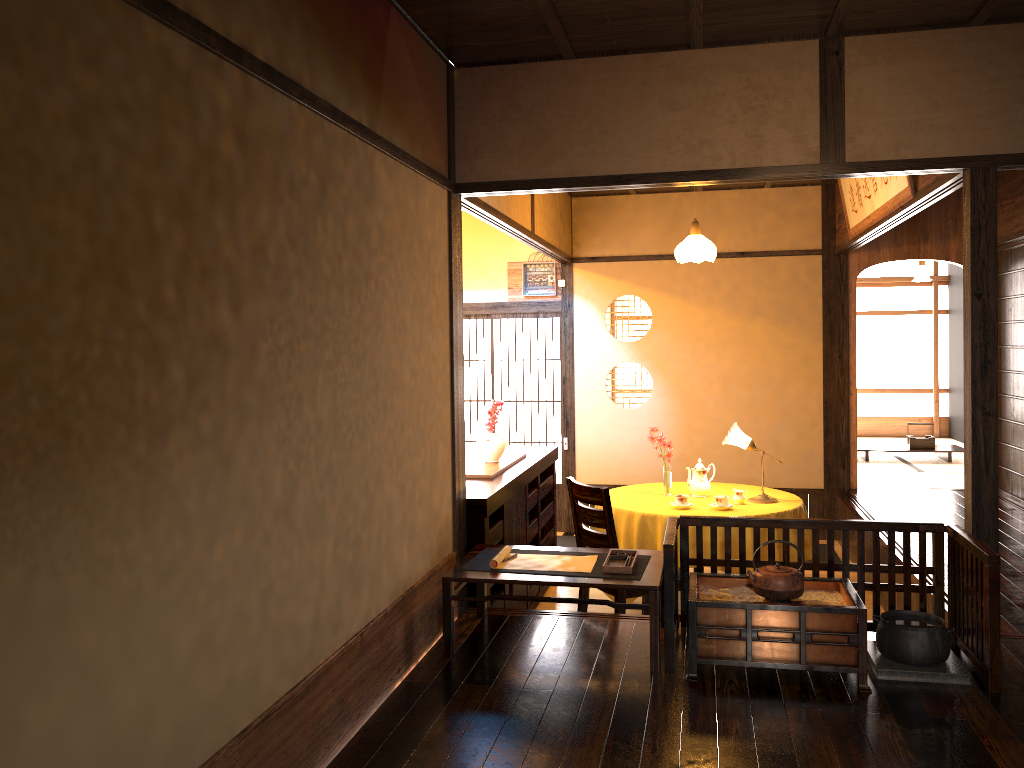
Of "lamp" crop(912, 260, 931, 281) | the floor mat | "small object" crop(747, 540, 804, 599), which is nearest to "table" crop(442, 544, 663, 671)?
"small object" crop(747, 540, 804, 599)

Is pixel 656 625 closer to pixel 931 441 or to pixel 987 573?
pixel 987 573

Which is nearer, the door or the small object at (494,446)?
the small object at (494,446)

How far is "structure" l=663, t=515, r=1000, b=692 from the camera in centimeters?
322cm

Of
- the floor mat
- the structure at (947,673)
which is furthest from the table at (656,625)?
the floor mat

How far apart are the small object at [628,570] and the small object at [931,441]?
6.6m

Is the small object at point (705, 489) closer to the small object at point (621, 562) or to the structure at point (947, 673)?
the small object at point (621, 562)

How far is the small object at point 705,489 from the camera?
5.8 meters

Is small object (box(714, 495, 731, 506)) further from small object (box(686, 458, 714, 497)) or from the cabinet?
the cabinet

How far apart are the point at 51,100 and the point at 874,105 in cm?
331
